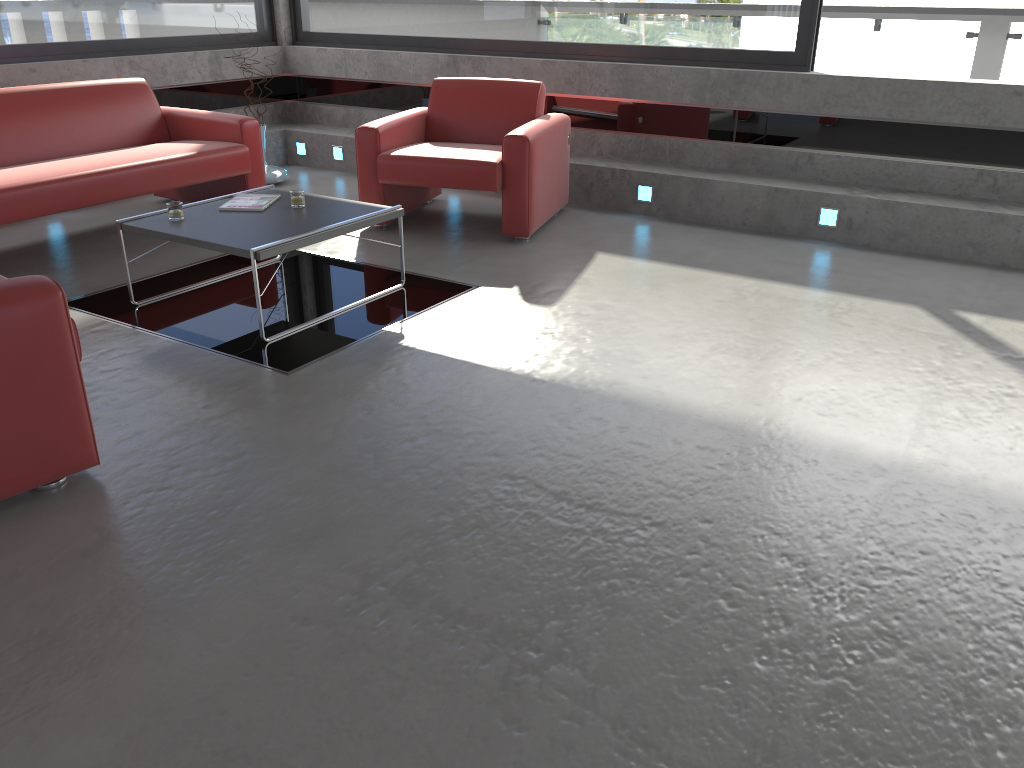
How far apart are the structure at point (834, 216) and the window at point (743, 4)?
1.2m

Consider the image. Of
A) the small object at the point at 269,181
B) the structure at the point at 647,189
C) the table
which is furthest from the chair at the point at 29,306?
the small object at the point at 269,181

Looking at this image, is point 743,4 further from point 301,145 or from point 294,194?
point 301,145

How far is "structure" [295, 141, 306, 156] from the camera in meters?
7.8

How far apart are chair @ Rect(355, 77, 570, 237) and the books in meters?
1.0

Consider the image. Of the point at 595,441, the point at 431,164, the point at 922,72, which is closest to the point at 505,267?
the point at 431,164

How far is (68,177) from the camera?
4.86m

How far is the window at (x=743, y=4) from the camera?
6.0m

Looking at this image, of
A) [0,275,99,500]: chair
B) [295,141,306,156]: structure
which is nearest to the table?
[0,275,99,500]: chair

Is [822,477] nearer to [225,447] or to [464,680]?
[464,680]
